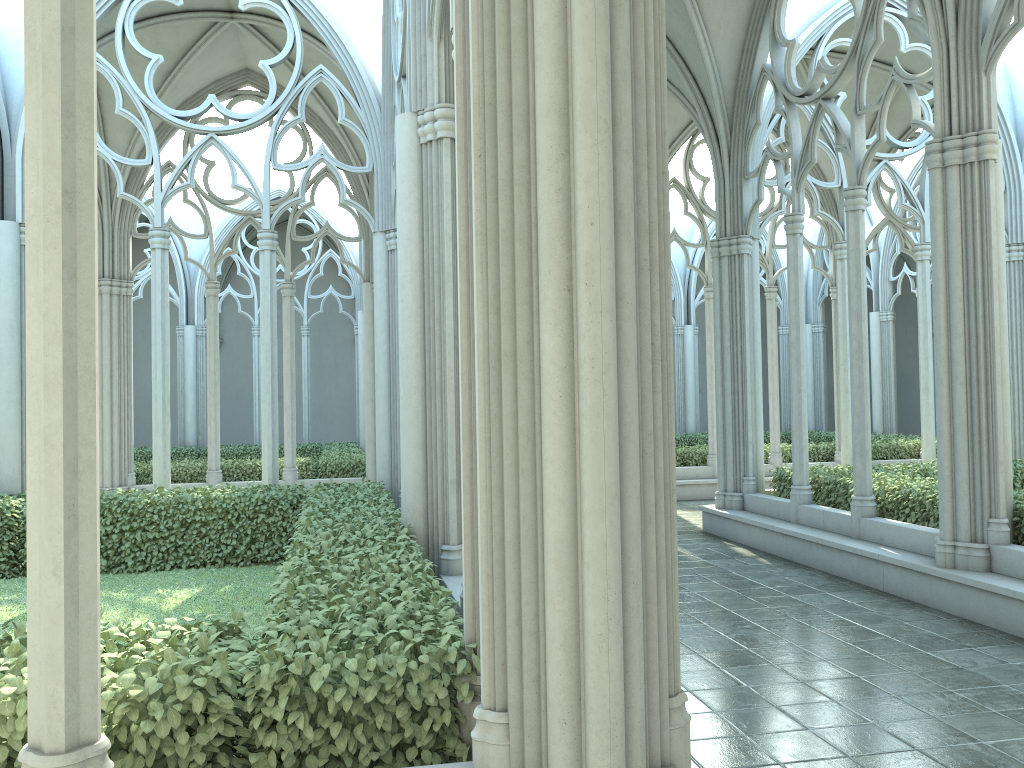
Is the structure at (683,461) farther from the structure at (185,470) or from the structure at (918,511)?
the structure at (185,470)

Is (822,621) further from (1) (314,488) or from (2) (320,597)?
(1) (314,488)

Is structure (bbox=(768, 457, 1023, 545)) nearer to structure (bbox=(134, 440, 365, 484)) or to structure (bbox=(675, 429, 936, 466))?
structure (bbox=(675, 429, 936, 466))

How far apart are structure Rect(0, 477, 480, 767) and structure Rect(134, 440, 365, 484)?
5.2 meters

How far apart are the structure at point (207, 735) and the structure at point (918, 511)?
5.2 meters

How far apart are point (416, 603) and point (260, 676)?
1.0 meters

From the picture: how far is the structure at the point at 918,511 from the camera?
9.0m

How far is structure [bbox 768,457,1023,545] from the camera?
9.0 meters

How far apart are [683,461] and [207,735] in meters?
14.9 m

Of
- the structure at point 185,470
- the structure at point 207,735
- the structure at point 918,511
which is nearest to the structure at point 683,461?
the structure at point 918,511
